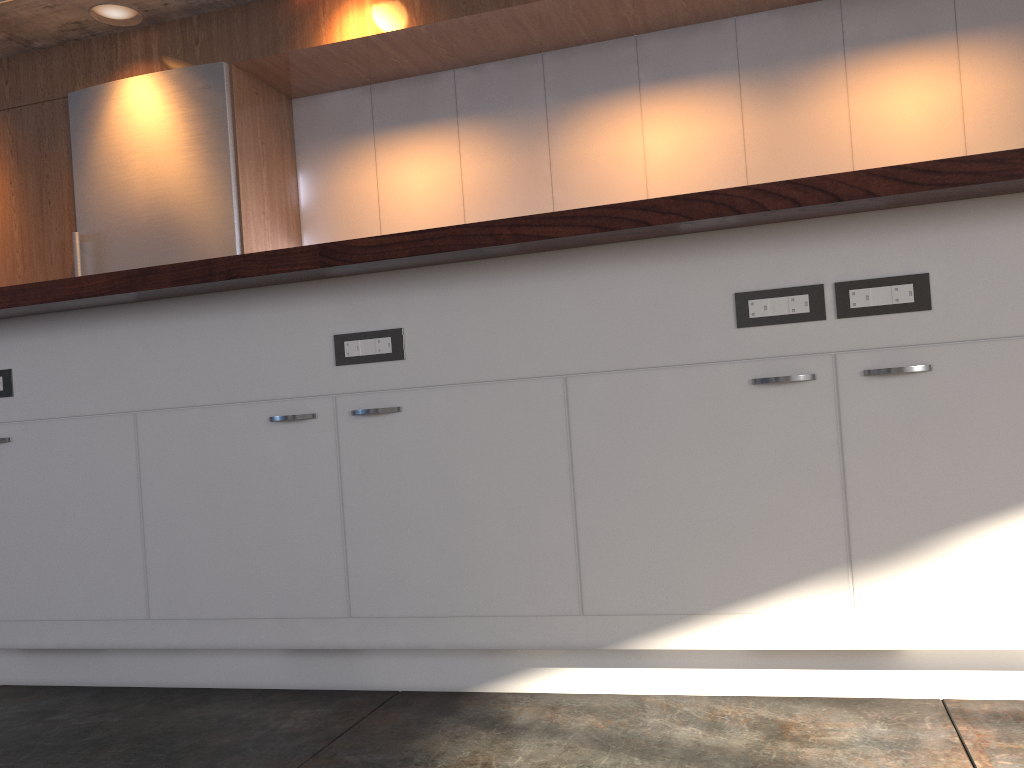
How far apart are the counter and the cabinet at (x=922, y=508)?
0.03m

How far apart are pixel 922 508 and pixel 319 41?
3.75m

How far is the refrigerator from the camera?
4.5m

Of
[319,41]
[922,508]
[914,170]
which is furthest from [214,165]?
[922,508]

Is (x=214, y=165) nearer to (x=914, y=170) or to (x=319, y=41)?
(x=319, y=41)

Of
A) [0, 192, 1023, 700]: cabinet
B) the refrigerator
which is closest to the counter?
[0, 192, 1023, 700]: cabinet

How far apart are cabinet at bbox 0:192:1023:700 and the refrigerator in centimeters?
230cm

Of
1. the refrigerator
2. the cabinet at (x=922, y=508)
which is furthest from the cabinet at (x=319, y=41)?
the cabinet at (x=922, y=508)

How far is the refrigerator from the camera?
4.46m

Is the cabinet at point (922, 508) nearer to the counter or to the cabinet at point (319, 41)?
the counter
